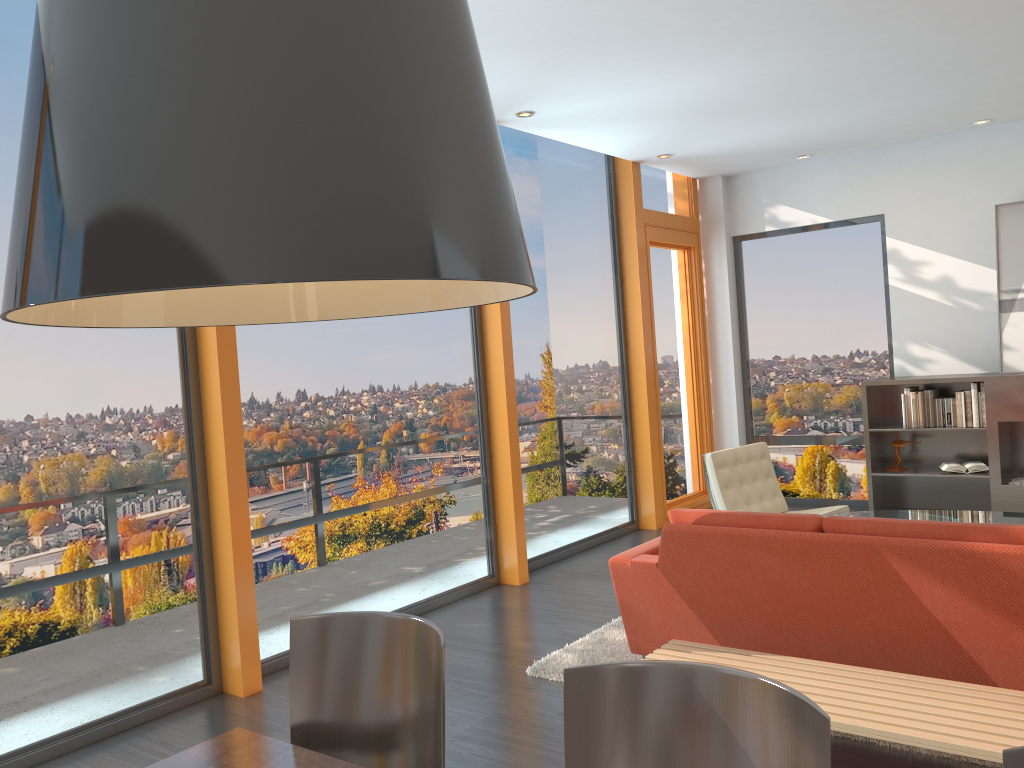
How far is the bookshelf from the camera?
6.6 meters

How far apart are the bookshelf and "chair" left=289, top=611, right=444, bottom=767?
6.0m

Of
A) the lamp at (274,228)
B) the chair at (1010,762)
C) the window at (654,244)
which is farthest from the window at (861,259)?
the lamp at (274,228)

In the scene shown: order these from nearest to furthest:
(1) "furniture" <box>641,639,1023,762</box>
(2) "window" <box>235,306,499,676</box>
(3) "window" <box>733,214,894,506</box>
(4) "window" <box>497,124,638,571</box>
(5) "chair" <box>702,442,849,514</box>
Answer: (1) "furniture" <box>641,639,1023,762</box> < (2) "window" <box>235,306,499,676</box> < (5) "chair" <box>702,442,849,514</box> < (4) "window" <box>497,124,638,571</box> < (3) "window" <box>733,214,894,506</box>

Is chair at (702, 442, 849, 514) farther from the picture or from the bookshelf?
the picture

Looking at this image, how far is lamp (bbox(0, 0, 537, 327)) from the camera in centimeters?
73cm

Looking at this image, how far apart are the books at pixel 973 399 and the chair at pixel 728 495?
1.6m

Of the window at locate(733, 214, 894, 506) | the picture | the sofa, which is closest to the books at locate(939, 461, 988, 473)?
the picture

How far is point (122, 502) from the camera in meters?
4.0

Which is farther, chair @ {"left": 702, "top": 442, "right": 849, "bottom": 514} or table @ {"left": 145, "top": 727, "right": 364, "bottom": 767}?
chair @ {"left": 702, "top": 442, "right": 849, "bottom": 514}
